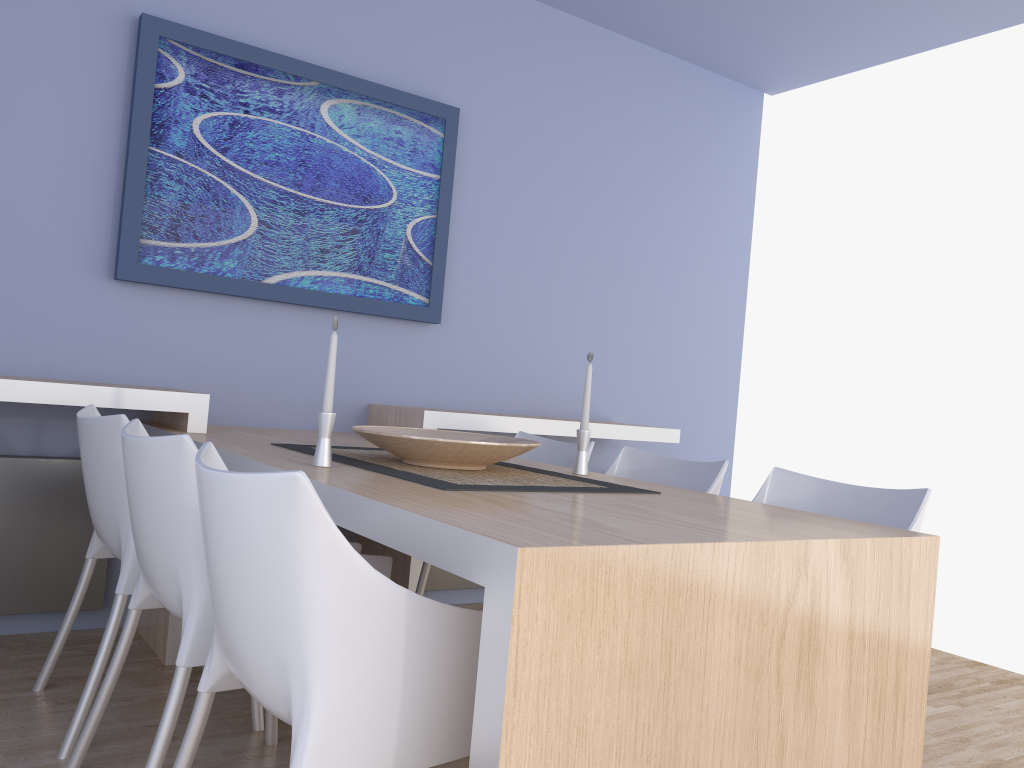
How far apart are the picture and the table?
0.5m

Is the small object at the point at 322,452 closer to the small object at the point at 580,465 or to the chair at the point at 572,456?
the small object at the point at 580,465

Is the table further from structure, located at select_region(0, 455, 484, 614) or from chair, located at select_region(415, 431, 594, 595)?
chair, located at select_region(415, 431, 594, 595)

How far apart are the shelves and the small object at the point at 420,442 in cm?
66

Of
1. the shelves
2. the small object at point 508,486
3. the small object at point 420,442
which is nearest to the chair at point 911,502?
the small object at point 508,486

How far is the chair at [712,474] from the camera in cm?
255

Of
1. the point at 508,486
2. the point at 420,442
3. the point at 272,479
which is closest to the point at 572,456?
the point at 420,442

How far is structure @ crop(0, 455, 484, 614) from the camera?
2.8 meters

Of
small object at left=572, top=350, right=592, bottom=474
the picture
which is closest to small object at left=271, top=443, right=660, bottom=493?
small object at left=572, top=350, right=592, bottom=474

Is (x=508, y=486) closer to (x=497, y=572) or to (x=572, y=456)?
(x=497, y=572)
